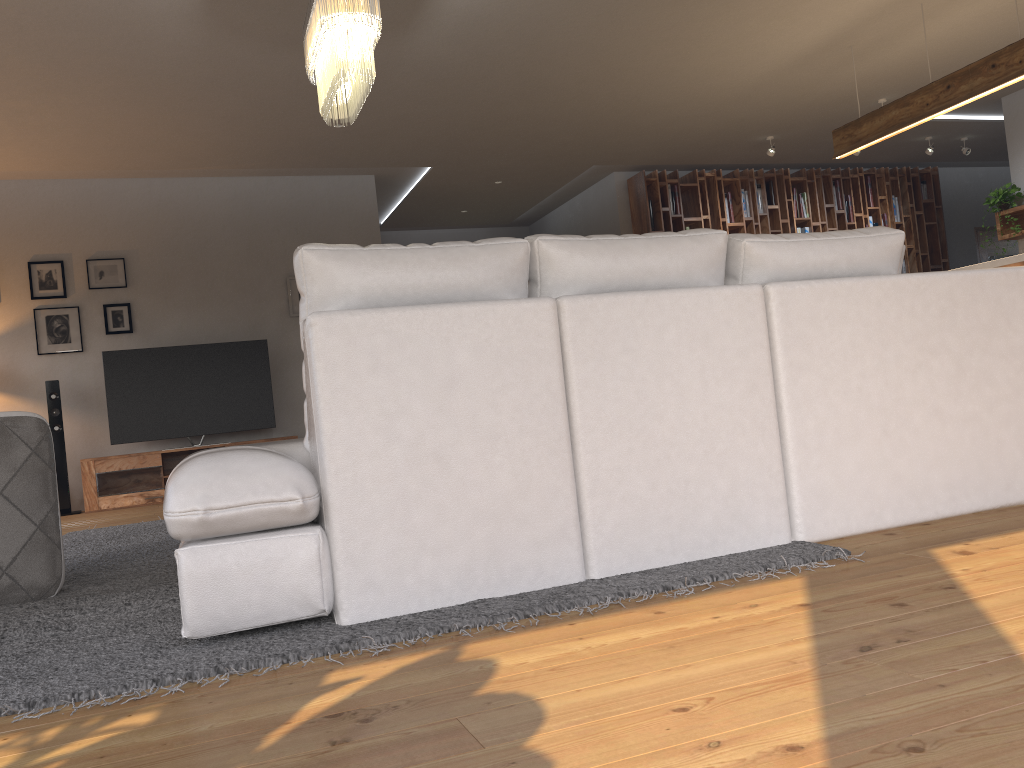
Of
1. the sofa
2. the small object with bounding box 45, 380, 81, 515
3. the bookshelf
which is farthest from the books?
the small object with bounding box 45, 380, 81, 515

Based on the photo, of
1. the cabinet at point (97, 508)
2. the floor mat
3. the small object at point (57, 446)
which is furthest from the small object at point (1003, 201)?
the small object at point (57, 446)

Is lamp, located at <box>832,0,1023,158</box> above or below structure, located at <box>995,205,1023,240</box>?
above

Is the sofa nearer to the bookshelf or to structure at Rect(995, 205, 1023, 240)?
structure at Rect(995, 205, 1023, 240)

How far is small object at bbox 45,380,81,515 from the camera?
7.1m

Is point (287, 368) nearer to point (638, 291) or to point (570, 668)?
point (638, 291)

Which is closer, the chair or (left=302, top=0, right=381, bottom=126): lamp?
the chair

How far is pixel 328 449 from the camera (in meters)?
2.09

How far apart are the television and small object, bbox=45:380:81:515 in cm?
38

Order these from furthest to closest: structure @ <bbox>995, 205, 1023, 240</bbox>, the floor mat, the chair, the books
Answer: the books → structure @ <bbox>995, 205, 1023, 240</bbox> → the chair → the floor mat
